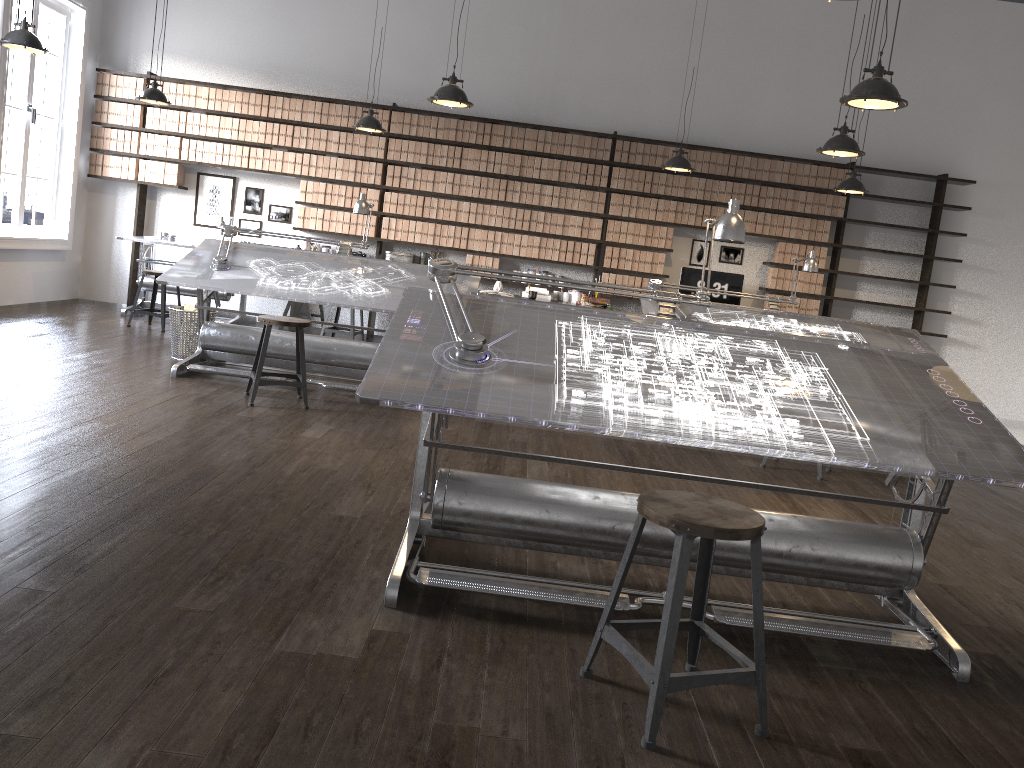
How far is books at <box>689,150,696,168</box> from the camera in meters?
9.1

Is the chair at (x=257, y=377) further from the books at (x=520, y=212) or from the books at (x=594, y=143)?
the books at (x=594, y=143)

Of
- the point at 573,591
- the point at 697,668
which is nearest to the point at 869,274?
the point at 573,591

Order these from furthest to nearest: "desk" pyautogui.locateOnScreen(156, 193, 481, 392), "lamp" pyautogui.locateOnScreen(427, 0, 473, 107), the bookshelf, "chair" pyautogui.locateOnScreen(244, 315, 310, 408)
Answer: the bookshelf
"desk" pyautogui.locateOnScreen(156, 193, 481, 392)
"lamp" pyautogui.locateOnScreen(427, 0, 473, 107)
"chair" pyautogui.locateOnScreen(244, 315, 310, 408)

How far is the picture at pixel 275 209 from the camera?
9.46m

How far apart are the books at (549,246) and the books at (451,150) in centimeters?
131cm

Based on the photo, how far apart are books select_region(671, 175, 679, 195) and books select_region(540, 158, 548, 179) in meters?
1.4

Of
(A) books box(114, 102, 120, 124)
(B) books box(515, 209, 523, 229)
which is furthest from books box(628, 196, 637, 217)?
(A) books box(114, 102, 120, 124)

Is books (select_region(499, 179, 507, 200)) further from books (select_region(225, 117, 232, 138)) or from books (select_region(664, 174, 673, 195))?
books (select_region(225, 117, 232, 138))

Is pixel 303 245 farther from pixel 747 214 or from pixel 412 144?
pixel 747 214
